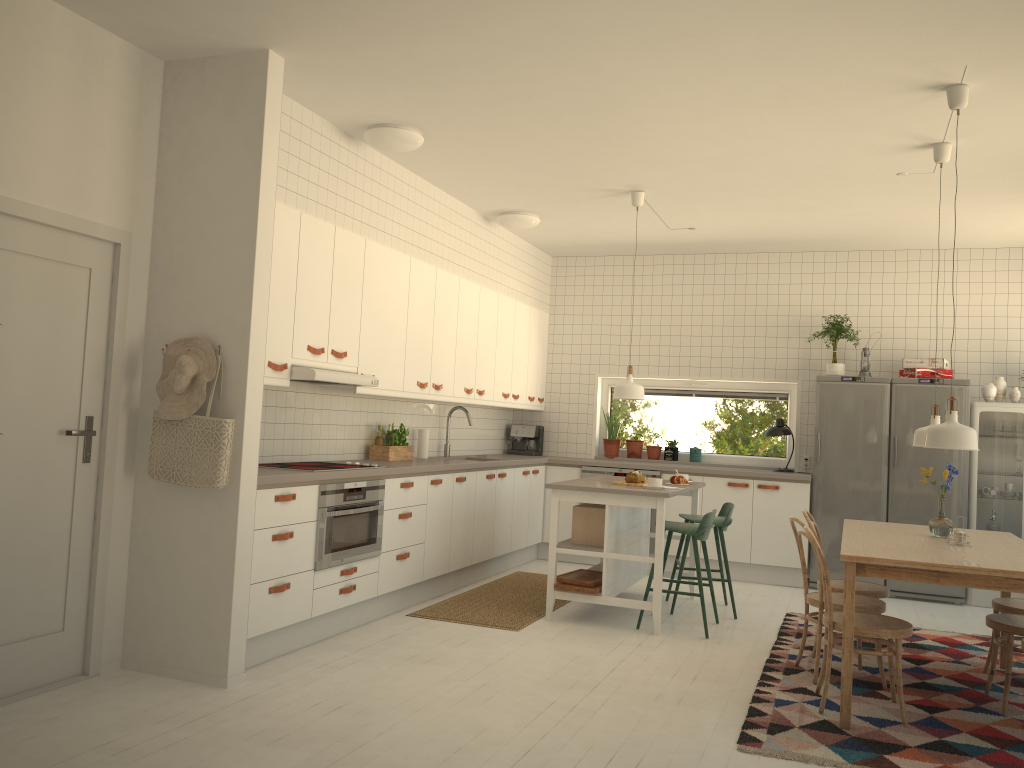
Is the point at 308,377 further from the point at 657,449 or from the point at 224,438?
the point at 657,449

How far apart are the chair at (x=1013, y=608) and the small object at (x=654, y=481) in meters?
2.0 m

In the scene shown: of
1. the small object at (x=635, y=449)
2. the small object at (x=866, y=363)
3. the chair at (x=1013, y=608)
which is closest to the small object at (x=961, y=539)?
the chair at (x=1013, y=608)

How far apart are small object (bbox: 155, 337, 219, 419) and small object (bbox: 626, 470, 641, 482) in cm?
290

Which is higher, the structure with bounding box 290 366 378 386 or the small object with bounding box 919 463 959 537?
the structure with bounding box 290 366 378 386

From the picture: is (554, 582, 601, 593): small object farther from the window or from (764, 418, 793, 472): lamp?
the window

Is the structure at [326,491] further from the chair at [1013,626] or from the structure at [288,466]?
the chair at [1013,626]

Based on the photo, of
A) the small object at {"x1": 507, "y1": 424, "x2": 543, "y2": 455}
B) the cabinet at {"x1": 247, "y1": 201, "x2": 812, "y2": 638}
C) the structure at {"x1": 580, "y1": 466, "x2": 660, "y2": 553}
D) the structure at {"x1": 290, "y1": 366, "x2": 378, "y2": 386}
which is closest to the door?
the cabinet at {"x1": 247, "y1": 201, "x2": 812, "y2": 638}

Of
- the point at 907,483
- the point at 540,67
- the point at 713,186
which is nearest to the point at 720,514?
the point at 907,483

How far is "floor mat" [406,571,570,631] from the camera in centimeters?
553cm
